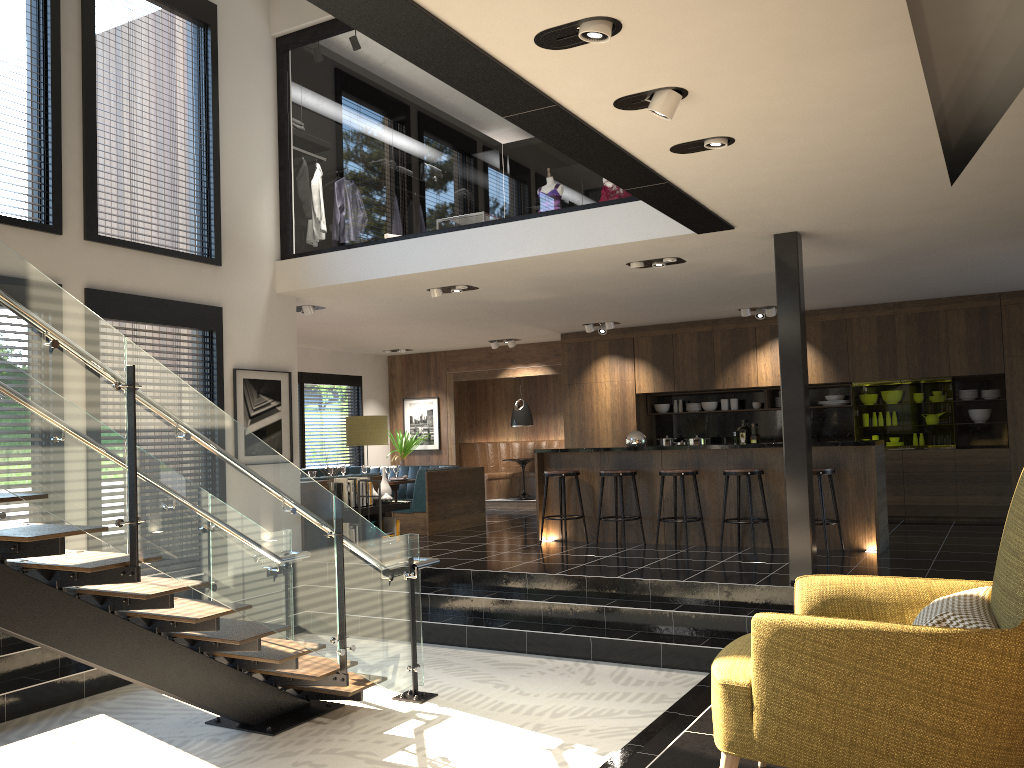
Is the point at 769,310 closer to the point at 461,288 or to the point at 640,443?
the point at 640,443

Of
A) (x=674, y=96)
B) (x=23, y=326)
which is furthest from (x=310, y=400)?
(x=674, y=96)

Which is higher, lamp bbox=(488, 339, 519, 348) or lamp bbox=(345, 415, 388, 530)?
lamp bbox=(488, 339, 519, 348)

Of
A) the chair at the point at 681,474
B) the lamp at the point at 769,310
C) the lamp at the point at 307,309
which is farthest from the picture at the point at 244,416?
the lamp at the point at 769,310

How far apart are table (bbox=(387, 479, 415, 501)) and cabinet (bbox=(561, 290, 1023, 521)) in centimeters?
274cm

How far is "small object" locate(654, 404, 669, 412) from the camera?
12.9m

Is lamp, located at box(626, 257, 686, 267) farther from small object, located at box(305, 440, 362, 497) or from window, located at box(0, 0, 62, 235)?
window, located at box(0, 0, 62, 235)

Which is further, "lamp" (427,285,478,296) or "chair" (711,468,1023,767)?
"lamp" (427,285,478,296)

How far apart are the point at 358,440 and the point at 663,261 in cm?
348

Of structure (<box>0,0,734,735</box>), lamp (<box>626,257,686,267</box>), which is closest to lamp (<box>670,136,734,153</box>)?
structure (<box>0,0,734,735</box>)
